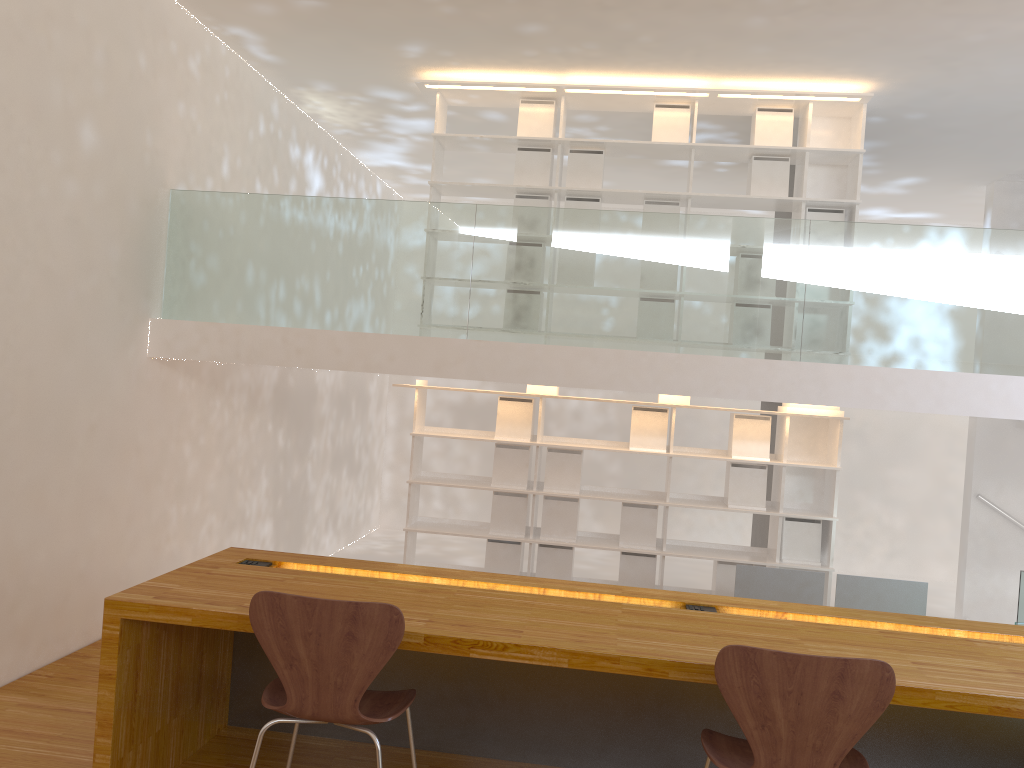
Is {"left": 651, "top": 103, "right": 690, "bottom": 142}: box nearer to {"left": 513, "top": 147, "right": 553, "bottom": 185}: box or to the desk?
{"left": 513, "top": 147, "right": 553, "bottom": 185}: box

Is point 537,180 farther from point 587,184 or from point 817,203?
point 817,203

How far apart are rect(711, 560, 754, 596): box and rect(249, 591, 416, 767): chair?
3.9m

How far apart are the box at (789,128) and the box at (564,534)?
2.71m

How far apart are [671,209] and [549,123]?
1.0m

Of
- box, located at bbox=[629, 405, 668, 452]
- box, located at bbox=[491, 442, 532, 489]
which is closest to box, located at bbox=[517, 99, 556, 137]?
box, located at bbox=[629, 405, 668, 452]

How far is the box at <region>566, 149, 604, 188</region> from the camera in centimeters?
605cm

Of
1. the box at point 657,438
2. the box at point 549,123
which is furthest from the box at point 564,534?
the box at point 549,123

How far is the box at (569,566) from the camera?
6.1m

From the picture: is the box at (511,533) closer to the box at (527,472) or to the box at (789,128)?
the box at (527,472)
